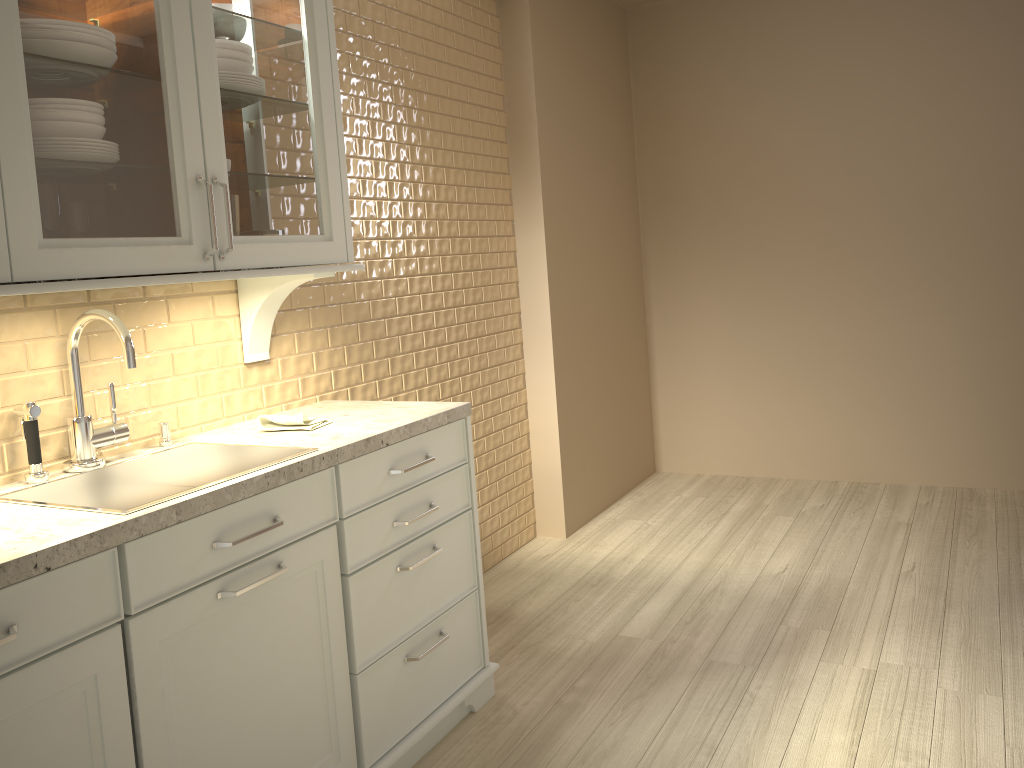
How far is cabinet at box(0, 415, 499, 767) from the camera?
1.4m

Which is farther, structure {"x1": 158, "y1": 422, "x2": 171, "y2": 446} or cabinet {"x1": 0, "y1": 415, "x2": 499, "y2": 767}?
structure {"x1": 158, "y1": 422, "x2": 171, "y2": 446}

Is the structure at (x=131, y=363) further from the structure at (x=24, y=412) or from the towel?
the towel

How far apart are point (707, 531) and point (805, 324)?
1.2 meters

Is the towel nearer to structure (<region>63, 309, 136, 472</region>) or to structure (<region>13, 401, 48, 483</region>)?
structure (<region>63, 309, 136, 472</region>)

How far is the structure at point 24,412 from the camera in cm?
176

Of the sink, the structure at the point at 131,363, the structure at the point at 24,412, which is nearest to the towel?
the sink

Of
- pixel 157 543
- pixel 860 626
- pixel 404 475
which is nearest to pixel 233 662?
pixel 157 543

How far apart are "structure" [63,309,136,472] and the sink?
0.02m

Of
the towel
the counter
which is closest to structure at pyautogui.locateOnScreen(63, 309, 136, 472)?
the counter
